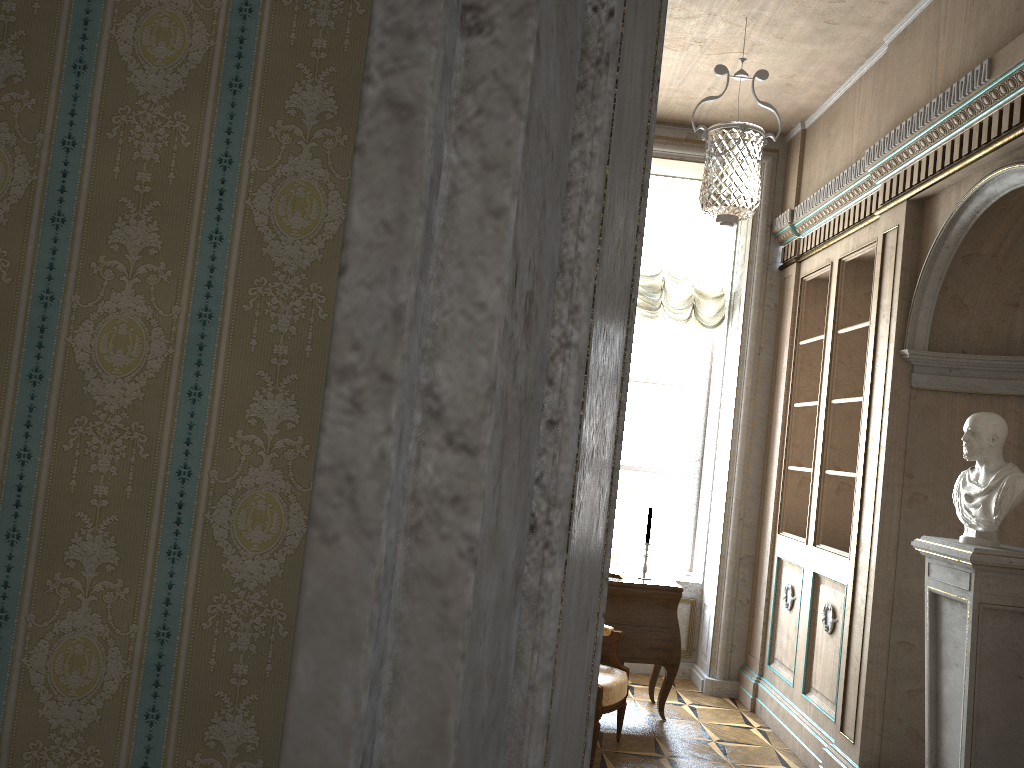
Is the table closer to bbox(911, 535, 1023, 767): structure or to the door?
bbox(911, 535, 1023, 767): structure

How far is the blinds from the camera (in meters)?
6.27

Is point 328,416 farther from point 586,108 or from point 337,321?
point 586,108

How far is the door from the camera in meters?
0.2 m

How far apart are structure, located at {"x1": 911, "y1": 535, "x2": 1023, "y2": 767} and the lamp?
1.50m

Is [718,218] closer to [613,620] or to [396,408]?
[613,620]

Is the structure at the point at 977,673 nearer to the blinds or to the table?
the table

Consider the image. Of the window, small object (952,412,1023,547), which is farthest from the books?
small object (952,412,1023,547)

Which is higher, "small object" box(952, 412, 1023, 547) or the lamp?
the lamp

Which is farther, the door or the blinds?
the blinds
